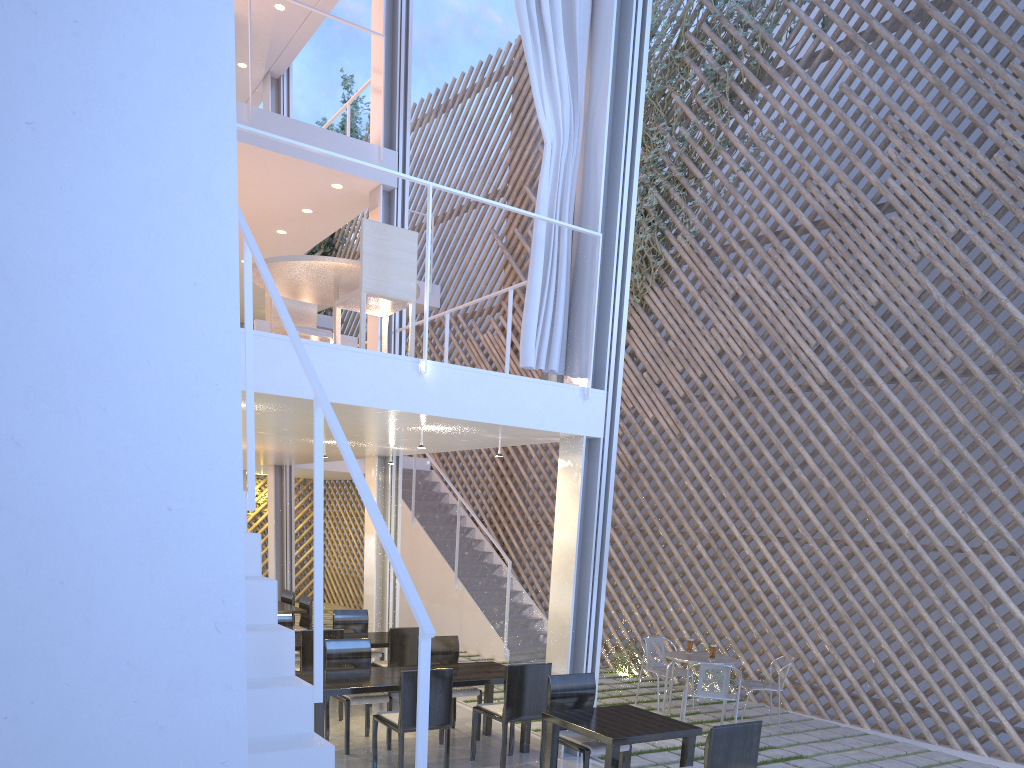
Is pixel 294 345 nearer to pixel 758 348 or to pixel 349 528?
pixel 758 348

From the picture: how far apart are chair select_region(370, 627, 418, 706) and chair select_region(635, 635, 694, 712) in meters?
1.2

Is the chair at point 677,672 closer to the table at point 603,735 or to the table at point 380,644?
the table at point 380,644

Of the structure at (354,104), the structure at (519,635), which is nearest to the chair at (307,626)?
the structure at (519,635)

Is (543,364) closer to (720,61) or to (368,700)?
(368,700)

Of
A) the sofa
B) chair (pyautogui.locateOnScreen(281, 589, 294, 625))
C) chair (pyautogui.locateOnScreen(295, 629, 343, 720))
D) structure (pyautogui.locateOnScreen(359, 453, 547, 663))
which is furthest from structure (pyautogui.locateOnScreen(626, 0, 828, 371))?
chair (pyautogui.locateOnScreen(295, 629, 343, 720))

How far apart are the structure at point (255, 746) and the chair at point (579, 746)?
1.1 meters

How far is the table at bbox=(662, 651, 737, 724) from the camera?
3.7m

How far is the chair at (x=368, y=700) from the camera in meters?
3.0

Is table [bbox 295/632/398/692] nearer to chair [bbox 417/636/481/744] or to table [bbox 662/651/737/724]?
chair [bbox 417/636/481/744]
